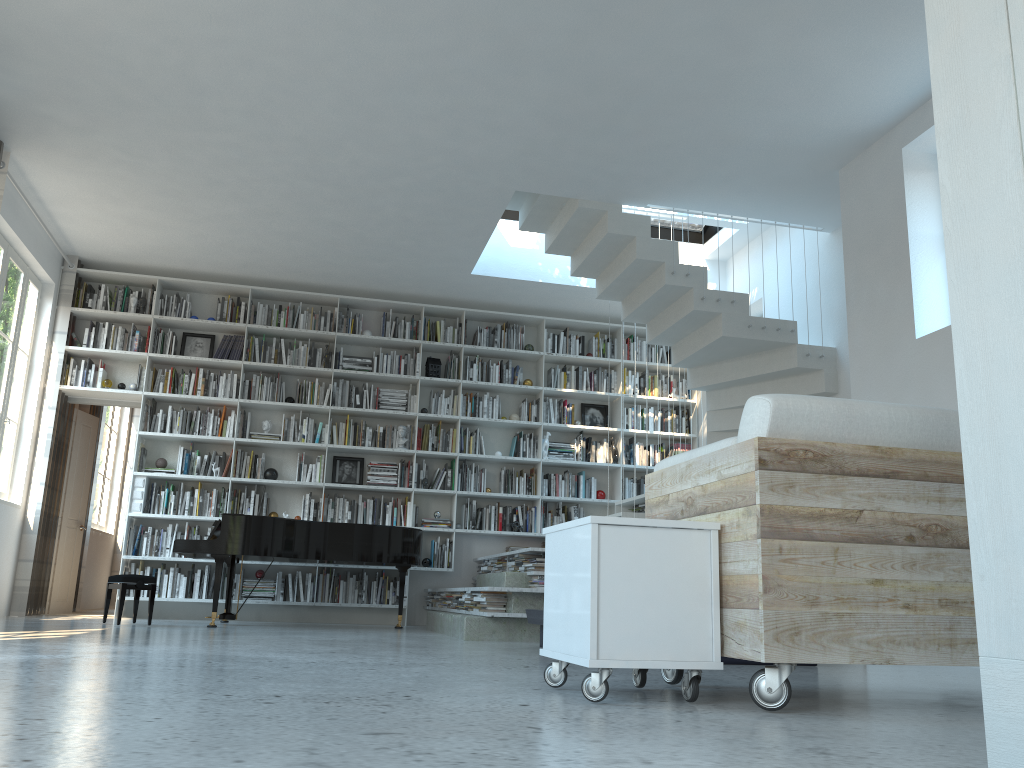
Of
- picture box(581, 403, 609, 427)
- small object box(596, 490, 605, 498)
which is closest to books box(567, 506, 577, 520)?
small object box(596, 490, 605, 498)

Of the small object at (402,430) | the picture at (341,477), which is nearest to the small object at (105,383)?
the picture at (341,477)

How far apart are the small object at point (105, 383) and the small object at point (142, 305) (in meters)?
0.78

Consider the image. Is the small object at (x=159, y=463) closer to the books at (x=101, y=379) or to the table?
the books at (x=101, y=379)

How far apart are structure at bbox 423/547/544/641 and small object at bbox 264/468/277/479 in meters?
2.0 m

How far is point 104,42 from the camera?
5.0m

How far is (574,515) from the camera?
8.8 meters

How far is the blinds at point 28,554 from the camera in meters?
7.5 m

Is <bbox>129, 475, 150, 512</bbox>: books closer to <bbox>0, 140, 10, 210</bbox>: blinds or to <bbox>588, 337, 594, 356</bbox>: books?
<bbox>0, 140, 10, 210</bbox>: blinds

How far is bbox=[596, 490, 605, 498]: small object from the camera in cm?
900
